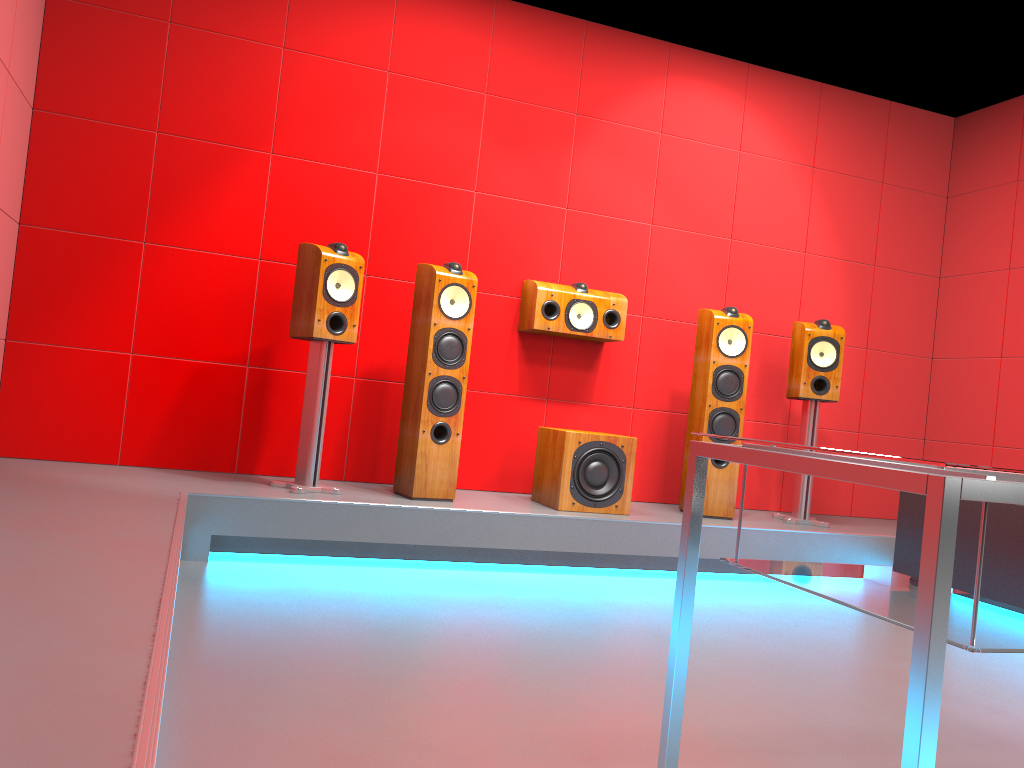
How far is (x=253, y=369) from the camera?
4.12m

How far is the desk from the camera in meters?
1.0

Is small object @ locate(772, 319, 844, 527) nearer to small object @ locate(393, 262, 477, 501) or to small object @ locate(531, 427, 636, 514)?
small object @ locate(531, 427, 636, 514)

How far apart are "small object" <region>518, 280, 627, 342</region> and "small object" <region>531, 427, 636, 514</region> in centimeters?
50cm

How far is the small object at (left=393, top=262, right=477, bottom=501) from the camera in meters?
3.8

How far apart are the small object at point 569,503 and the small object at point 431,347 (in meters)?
0.47

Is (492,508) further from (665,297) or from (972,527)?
(972,527)

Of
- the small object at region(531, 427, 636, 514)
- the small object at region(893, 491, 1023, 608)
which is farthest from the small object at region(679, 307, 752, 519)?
the small object at region(893, 491, 1023, 608)

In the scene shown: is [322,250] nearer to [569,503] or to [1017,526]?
[569,503]

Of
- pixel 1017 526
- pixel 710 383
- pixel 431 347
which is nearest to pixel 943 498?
pixel 1017 526
